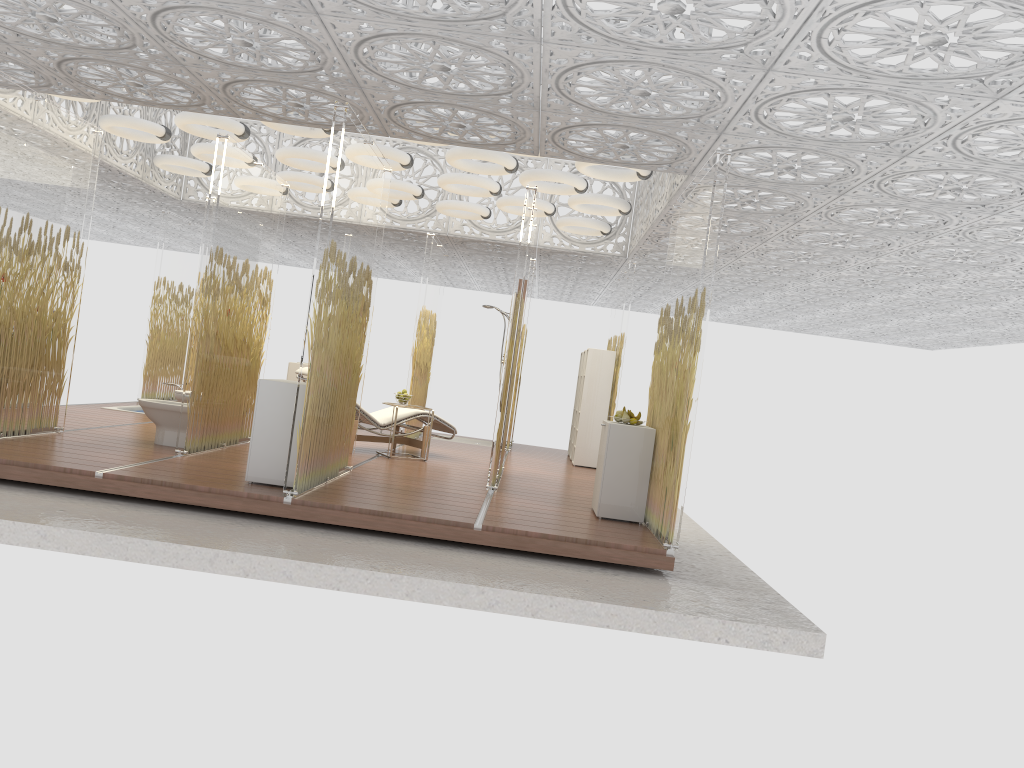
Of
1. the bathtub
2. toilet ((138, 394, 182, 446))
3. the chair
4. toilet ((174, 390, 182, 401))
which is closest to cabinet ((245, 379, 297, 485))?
toilet ((138, 394, 182, 446))

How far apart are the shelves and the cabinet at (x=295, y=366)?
4.0m

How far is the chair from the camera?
9.2 meters

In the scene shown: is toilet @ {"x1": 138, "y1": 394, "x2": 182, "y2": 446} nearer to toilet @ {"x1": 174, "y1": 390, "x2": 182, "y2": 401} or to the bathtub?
toilet @ {"x1": 174, "y1": 390, "x2": 182, "y2": 401}

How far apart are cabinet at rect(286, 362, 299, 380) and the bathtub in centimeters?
195cm

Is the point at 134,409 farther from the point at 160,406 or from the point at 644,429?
the point at 644,429

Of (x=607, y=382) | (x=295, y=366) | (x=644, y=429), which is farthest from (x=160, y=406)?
(x=607, y=382)

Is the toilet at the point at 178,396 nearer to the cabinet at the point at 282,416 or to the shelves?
the cabinet at the point at 282,416

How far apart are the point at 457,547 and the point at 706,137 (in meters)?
3.27

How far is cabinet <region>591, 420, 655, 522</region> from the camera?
6.7m
